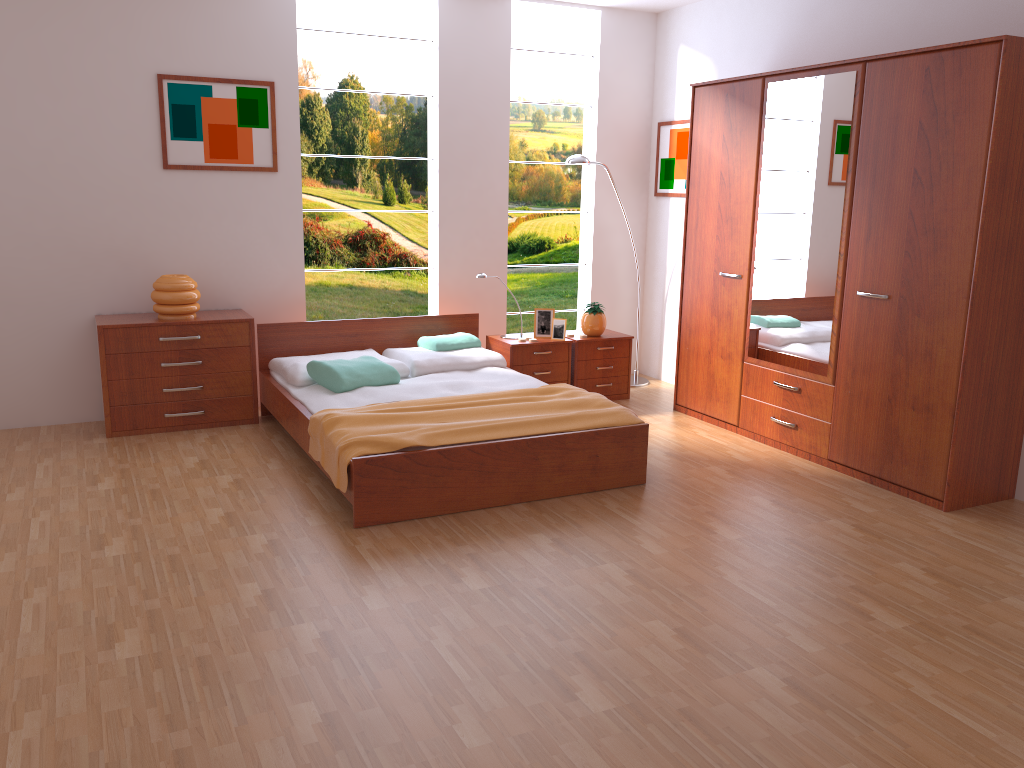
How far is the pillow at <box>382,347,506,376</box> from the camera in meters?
5.1

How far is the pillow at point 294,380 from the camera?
4.77m

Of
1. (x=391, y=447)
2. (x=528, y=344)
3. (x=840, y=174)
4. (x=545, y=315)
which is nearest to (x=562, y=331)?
(x=545, y=315)

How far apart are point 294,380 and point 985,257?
3.4m

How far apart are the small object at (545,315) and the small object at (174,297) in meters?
2.1

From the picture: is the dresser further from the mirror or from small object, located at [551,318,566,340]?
small object, located at [551,318,566,340]

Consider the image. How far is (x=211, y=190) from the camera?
5.2m

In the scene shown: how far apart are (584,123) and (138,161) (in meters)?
3.03

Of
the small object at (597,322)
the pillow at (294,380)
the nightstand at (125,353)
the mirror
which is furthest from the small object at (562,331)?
the nightstand at (125,353)

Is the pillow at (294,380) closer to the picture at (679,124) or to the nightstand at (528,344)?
the nightstand at (528,344)
